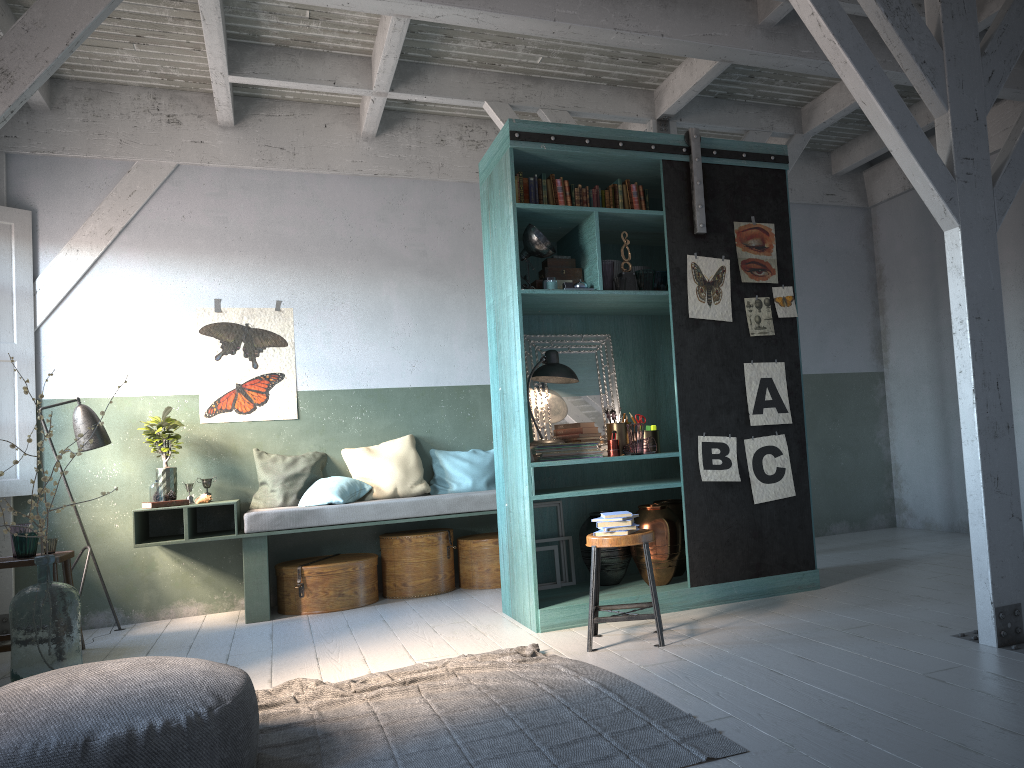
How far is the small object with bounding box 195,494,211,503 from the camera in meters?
7.3 m

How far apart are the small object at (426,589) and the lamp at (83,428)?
2.4m

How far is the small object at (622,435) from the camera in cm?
631

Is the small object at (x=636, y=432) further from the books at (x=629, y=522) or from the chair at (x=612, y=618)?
the books at (x=629, y=522)

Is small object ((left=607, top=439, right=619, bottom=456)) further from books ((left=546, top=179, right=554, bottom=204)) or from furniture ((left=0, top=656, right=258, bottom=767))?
furniture ((left=0, top=656, right=258, bottom=767))

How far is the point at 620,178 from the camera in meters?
6.5

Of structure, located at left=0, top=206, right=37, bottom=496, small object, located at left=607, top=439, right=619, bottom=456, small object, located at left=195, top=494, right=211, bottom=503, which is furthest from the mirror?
structure, located at left=0, top=206, right=37, bottom=496

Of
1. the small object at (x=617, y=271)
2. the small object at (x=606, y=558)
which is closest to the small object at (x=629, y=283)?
the small object at (x=617, y=271)

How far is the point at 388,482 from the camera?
7.89m

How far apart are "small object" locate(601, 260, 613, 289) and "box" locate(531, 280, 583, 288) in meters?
0.5
